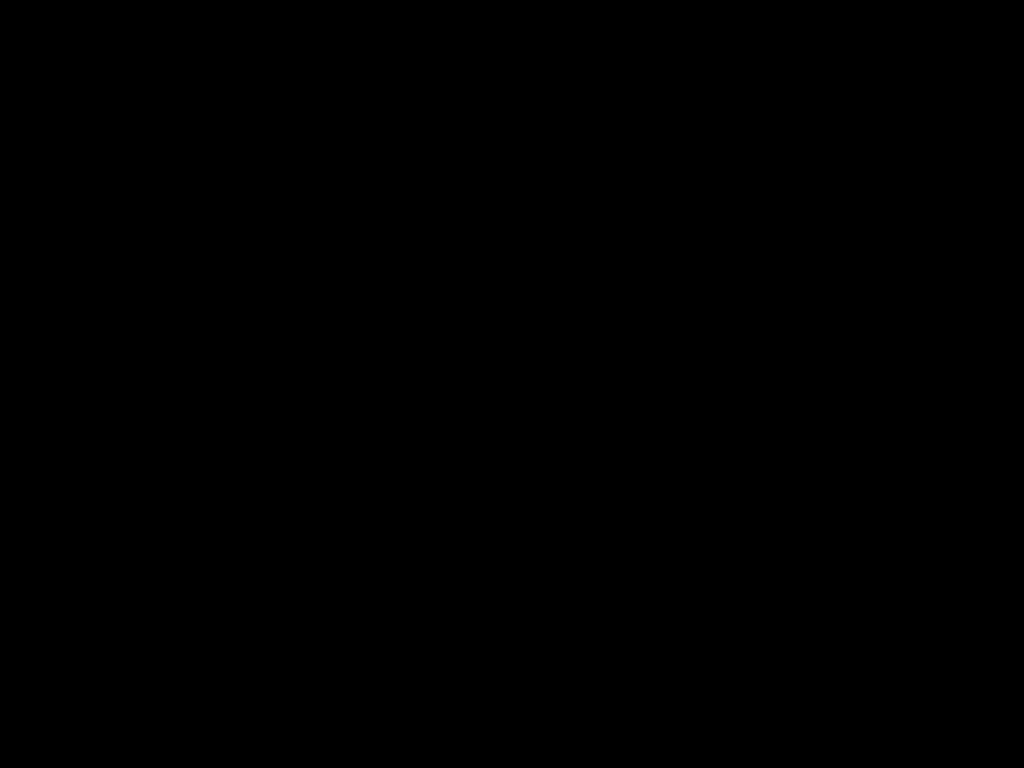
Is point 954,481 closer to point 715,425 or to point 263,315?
point 263,315

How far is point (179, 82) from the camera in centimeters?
37cm

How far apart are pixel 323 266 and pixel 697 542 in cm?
161
